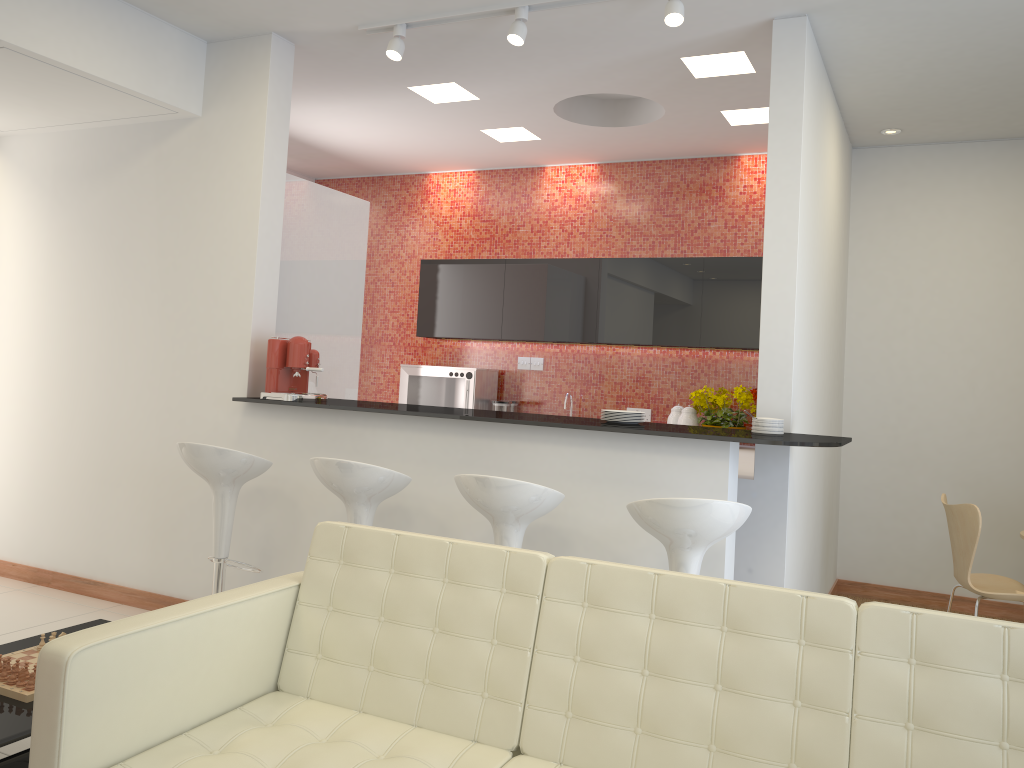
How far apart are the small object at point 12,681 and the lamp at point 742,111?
4.9 meters

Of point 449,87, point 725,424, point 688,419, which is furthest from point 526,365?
point 449,87

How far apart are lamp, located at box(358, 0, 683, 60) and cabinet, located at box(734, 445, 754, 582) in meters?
2.1

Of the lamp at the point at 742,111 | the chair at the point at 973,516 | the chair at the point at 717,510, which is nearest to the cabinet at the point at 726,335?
the lamp at the point at 742,111

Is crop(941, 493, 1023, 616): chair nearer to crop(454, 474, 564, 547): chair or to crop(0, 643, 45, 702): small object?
crop(454, 474, 564, 547): chair

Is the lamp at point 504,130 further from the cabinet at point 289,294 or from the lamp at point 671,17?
the lamp at point 671,17

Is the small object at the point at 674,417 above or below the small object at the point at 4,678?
above

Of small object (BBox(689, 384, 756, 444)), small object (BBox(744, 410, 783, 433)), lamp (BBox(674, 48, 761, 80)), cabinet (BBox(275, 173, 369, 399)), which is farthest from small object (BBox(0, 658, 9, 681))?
small object (BBox(689, 384, 756, 444))

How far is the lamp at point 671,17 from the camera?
3.8 meters

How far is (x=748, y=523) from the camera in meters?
4.2
